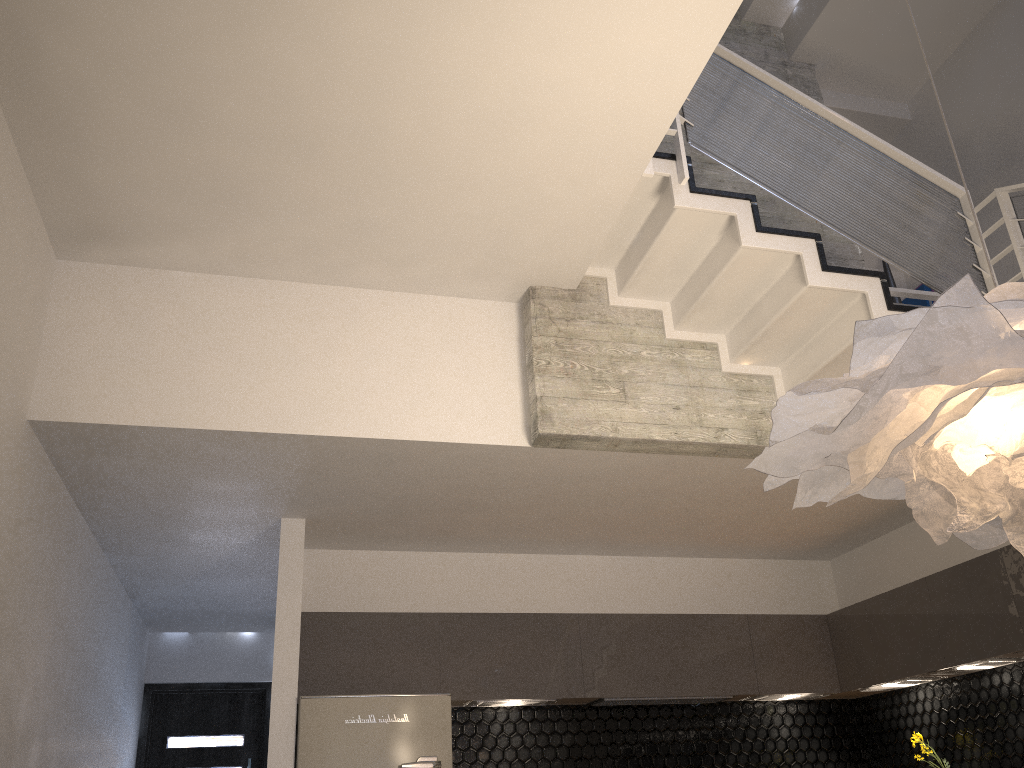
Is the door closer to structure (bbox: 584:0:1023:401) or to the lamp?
structure (bbox: 584:0:1023:401)

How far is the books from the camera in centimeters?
571cm

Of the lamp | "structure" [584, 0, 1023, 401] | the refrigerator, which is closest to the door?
the refrigerator

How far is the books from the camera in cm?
571

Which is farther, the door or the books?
the door

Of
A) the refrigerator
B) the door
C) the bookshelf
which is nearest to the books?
the bookshelf

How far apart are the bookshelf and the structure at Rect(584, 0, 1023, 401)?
0.9 meters

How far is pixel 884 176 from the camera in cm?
424

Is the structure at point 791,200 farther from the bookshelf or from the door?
the door

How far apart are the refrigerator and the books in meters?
3.9
